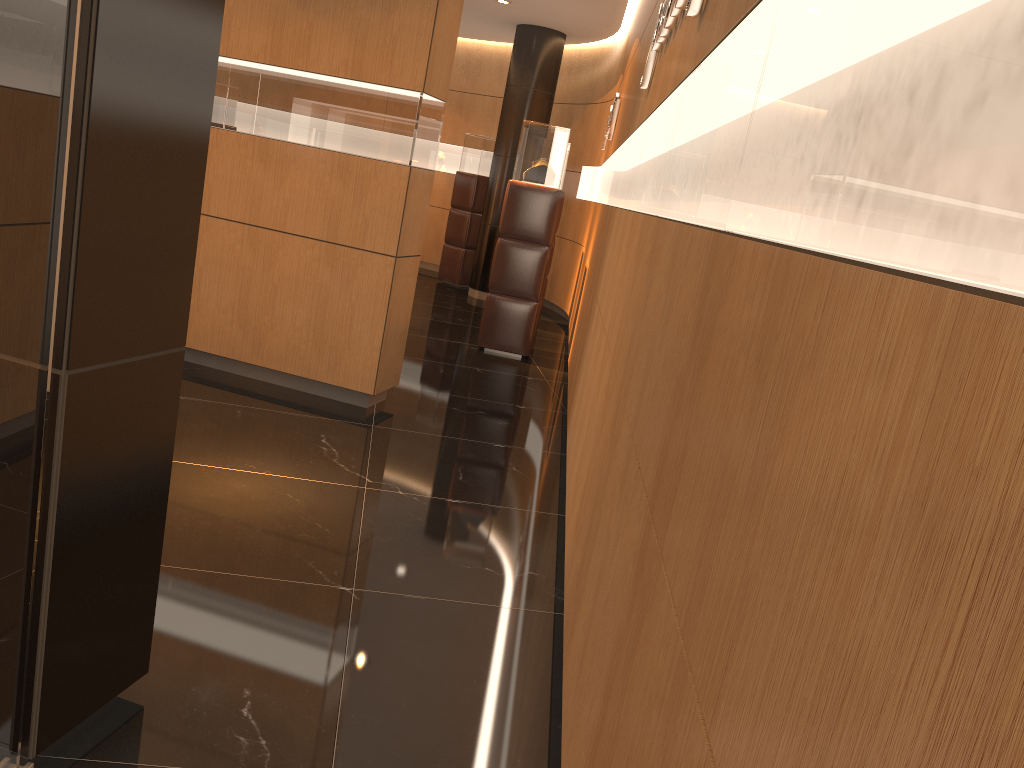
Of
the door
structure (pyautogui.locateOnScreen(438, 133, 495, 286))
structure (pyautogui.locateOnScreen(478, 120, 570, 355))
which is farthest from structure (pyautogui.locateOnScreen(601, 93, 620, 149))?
the door

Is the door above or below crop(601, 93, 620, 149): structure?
below

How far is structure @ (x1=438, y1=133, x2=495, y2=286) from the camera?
11.65m

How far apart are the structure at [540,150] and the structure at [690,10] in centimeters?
341cm

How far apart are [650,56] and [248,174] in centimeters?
252cm

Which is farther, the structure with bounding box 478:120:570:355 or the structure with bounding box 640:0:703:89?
the structure with bounding box 478:120:570:355

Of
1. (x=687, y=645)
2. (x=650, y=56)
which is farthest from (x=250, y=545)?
(x=650, y=56)

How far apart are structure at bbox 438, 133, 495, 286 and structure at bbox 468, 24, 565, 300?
0.7 meters

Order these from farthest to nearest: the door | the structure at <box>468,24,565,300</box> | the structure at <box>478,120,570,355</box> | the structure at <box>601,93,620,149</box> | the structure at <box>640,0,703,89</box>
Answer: the structure at <box>468,24,565,300</box>
the structure at <box>601,93,620,149</box>
the structure at <box>478,120,570,355</box>
the structure at <box>640,0,703,89</box>
the door

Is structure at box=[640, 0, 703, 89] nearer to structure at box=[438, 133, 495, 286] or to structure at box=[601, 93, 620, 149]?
structure at box=[601, 93, 620, 149]
